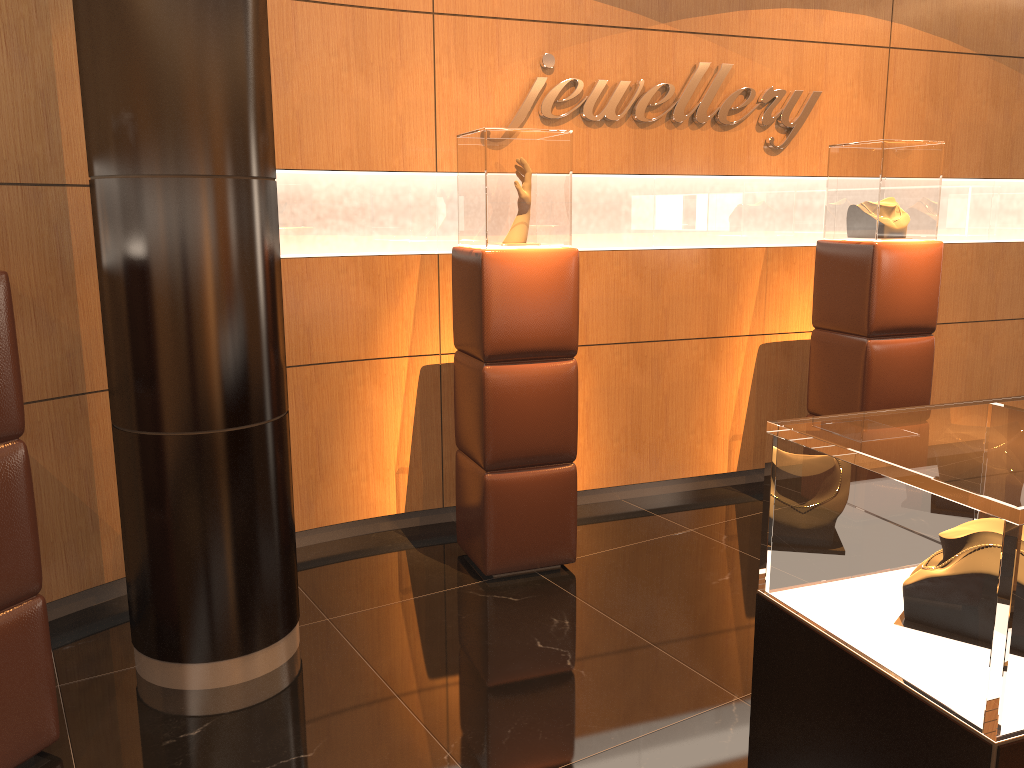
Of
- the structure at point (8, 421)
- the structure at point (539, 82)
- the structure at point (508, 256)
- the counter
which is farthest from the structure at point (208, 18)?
the counter

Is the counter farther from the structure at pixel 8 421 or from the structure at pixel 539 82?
the structure at pixel 539 82

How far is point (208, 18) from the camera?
2.8 meters

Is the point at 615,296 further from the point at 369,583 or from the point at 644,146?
the point at 369,583

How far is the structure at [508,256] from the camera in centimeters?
377cm

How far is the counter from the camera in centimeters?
136cm

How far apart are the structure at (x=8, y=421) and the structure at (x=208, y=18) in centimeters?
42cm

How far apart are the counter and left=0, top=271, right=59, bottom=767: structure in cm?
208

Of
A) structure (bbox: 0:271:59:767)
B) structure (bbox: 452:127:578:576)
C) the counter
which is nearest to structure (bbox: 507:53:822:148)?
structure (bbox: 452:127:578:576)

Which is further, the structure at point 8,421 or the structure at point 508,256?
the structure at point 508,256
